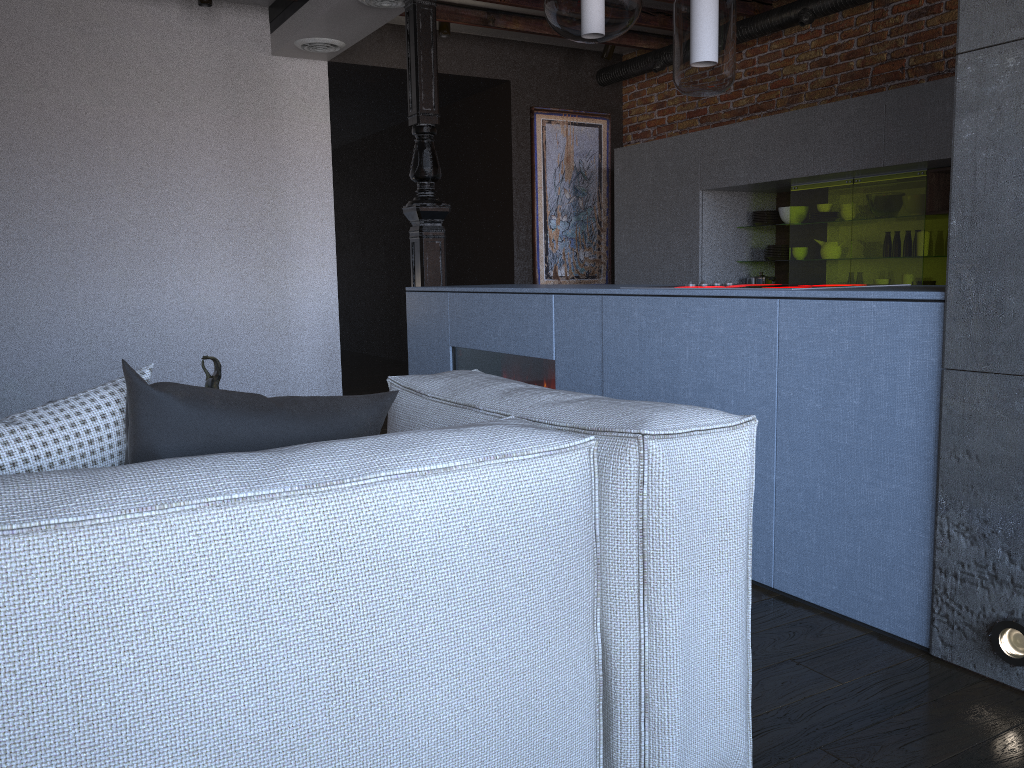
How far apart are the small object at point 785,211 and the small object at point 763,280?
0.40m

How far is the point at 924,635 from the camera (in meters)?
2.07

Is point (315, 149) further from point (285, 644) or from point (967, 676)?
point (285, 644)

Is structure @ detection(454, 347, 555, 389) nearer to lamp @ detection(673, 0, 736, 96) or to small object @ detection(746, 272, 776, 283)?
lamp @ detection(673, 0, 736, 96)

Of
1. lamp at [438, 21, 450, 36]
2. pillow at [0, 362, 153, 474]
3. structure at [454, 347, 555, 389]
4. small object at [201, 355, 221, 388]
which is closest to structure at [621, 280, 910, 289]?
structure at [454, 347, 555, 389]

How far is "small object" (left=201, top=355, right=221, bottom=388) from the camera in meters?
3.2

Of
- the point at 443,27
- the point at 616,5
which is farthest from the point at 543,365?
the point at 443,27

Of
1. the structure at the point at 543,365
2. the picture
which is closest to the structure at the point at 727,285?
the structure at the point at 543,365

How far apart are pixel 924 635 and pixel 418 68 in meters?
3.7

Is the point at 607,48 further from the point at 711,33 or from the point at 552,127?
the point at 711,33
